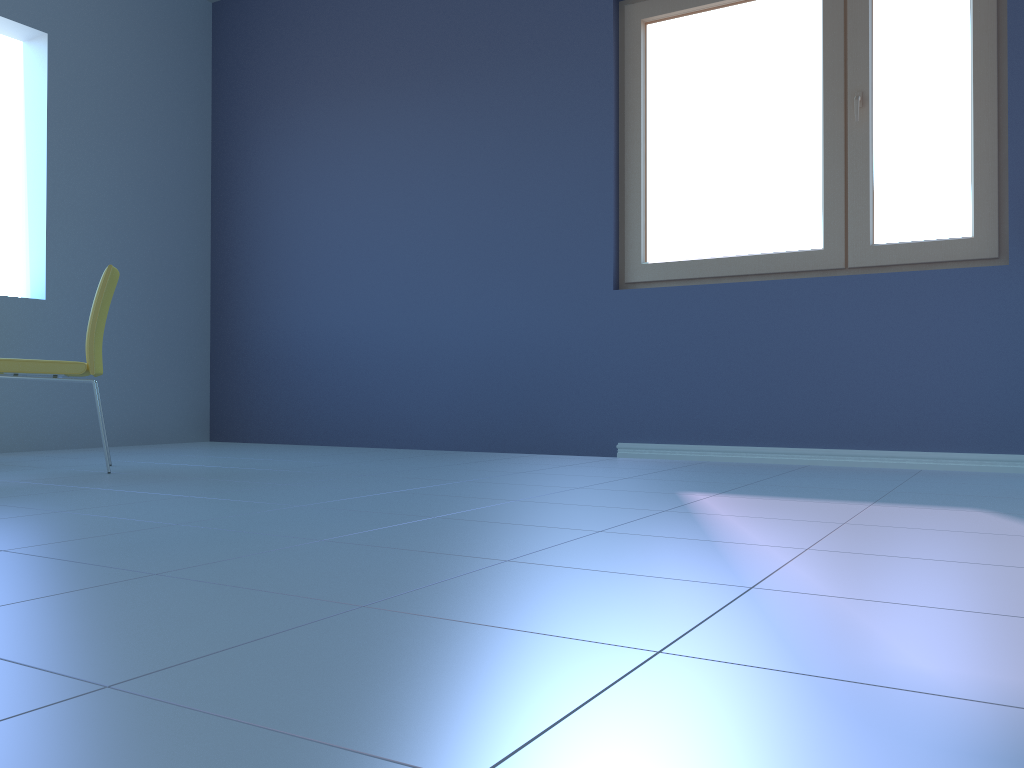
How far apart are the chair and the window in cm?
200

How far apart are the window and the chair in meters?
2.0

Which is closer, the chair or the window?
the chair

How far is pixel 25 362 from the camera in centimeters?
286cm

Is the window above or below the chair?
above

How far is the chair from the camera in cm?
286

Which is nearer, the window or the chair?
the chair

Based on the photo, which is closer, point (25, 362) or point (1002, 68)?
point (25, 362)

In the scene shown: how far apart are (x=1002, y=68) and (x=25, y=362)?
3.5 meters

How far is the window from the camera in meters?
3.1 m
